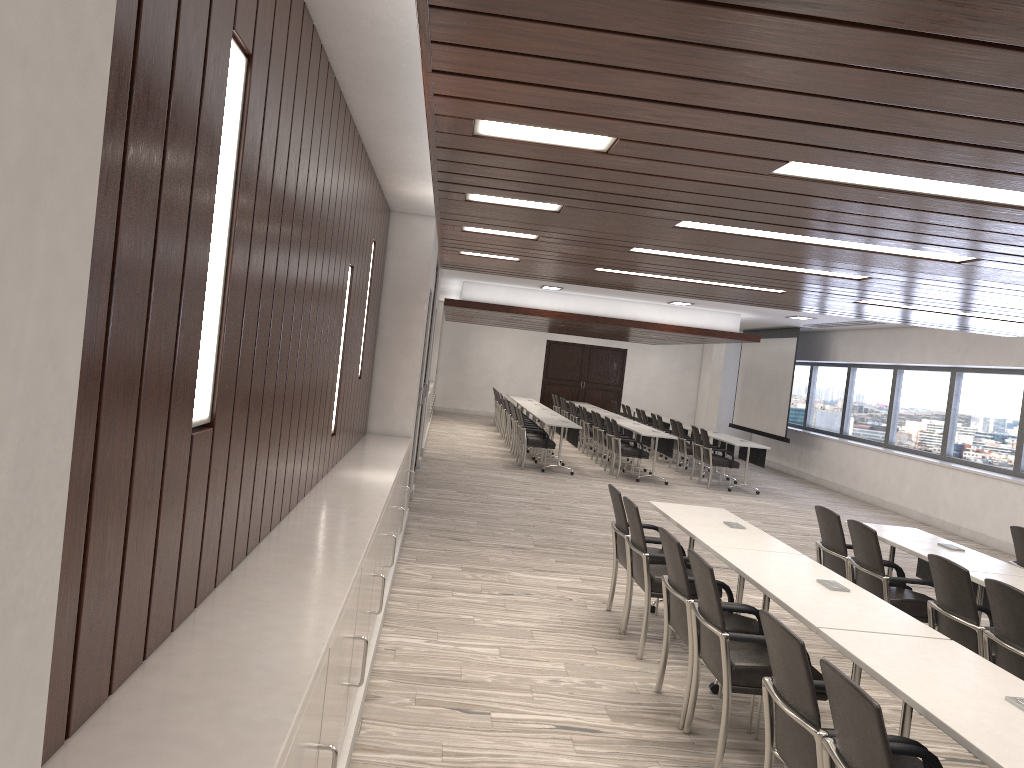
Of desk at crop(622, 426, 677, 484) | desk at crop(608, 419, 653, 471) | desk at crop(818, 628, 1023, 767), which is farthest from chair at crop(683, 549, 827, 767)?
desk at crop(608, 419, 653, 471)

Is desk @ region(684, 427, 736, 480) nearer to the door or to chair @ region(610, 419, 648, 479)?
chair @ region(610, 419, 648, 479)

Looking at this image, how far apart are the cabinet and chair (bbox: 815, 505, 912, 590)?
2.98m

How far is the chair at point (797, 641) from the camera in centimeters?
292cm

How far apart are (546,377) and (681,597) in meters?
20.7

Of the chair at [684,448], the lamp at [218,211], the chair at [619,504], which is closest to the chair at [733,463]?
the chair at [684,448]

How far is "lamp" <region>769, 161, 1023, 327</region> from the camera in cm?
297

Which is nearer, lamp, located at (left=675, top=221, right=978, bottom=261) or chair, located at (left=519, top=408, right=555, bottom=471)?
lamp, located at (left=675, top=221, right=978, bottom=261)

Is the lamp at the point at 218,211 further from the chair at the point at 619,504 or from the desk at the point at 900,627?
the chair at the point at 619,504

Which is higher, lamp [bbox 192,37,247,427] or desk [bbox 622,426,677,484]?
lamp [bbox 192,37,247,427]
